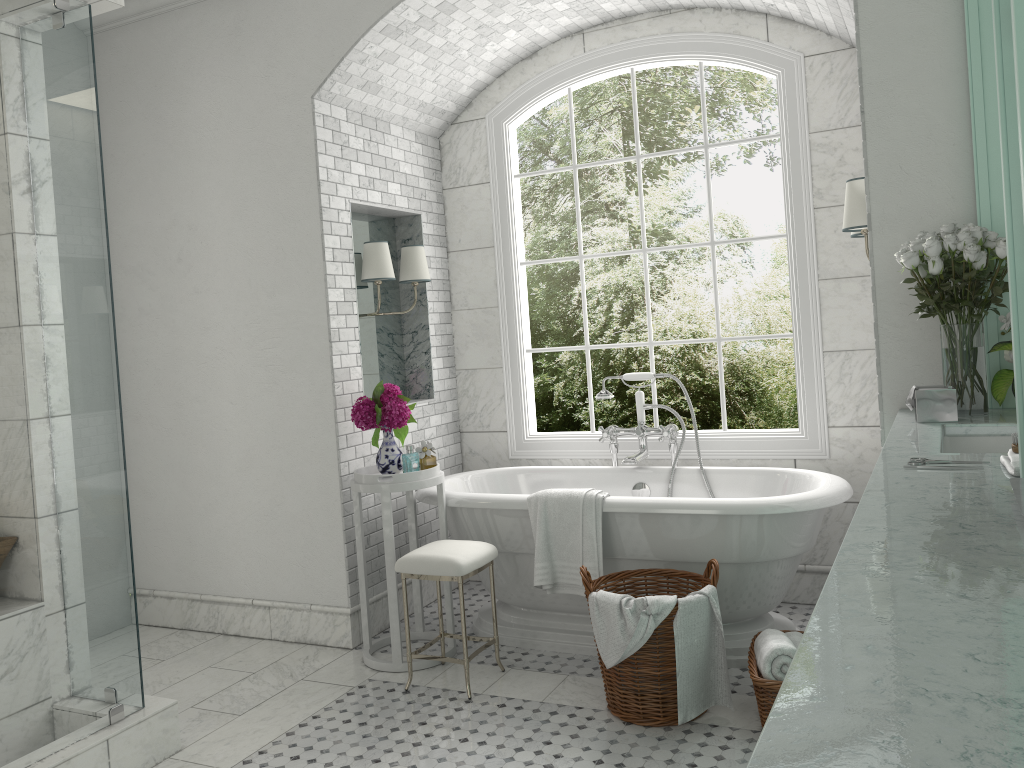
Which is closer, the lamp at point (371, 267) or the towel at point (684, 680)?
the towel at point (684, 680)

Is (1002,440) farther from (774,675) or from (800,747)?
(800,747)

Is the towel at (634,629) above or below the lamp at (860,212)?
below

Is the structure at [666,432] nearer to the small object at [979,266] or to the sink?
the small object at [979,266]

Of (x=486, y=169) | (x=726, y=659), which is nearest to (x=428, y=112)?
(x=486, y=169)

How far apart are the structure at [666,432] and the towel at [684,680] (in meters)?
1.23

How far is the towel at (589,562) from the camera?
3.91m

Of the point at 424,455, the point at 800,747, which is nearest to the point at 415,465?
the point at 424,455

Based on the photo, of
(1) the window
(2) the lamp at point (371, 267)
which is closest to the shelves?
(1) the window

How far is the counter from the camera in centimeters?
79cm
